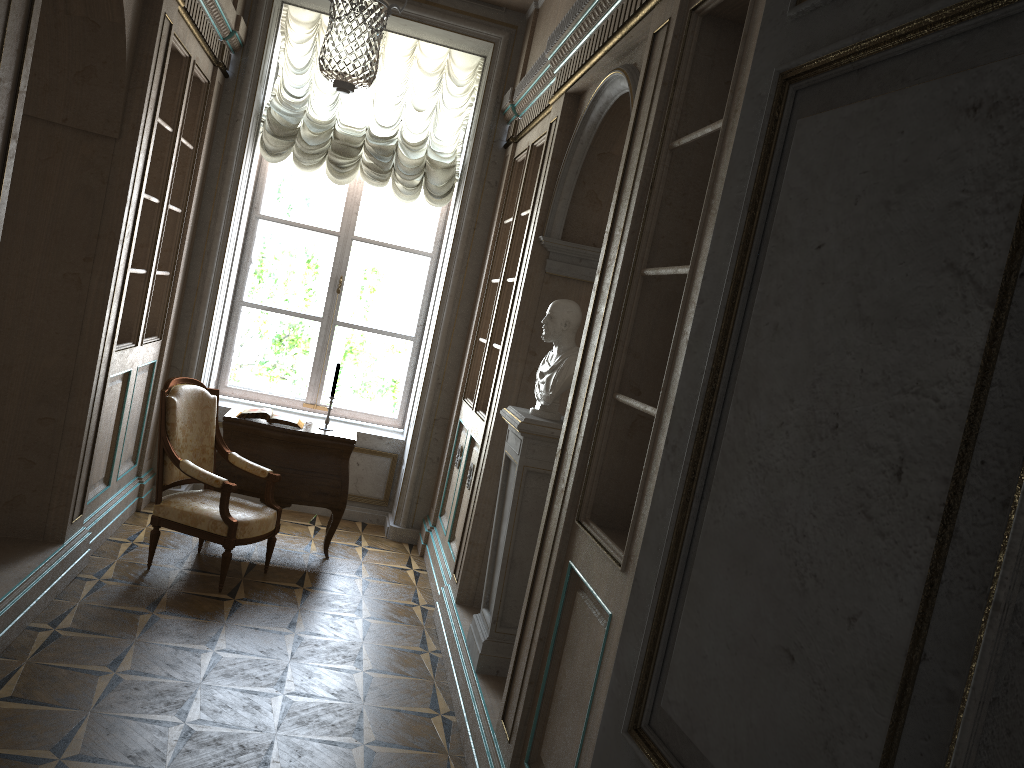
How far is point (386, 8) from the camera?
4.4 meters

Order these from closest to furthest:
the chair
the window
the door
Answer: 1. the door
2. the chair
3. the window

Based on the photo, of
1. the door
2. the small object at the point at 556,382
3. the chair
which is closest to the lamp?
the small object at the point at 556,382

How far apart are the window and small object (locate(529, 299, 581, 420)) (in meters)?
3.12

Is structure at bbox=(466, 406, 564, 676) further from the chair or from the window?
the window

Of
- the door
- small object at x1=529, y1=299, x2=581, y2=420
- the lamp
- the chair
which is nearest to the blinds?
the lamp

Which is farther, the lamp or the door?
the lamp

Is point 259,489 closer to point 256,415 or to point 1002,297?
point 256,415

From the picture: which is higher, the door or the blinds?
the blinds

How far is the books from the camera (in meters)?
5.44
